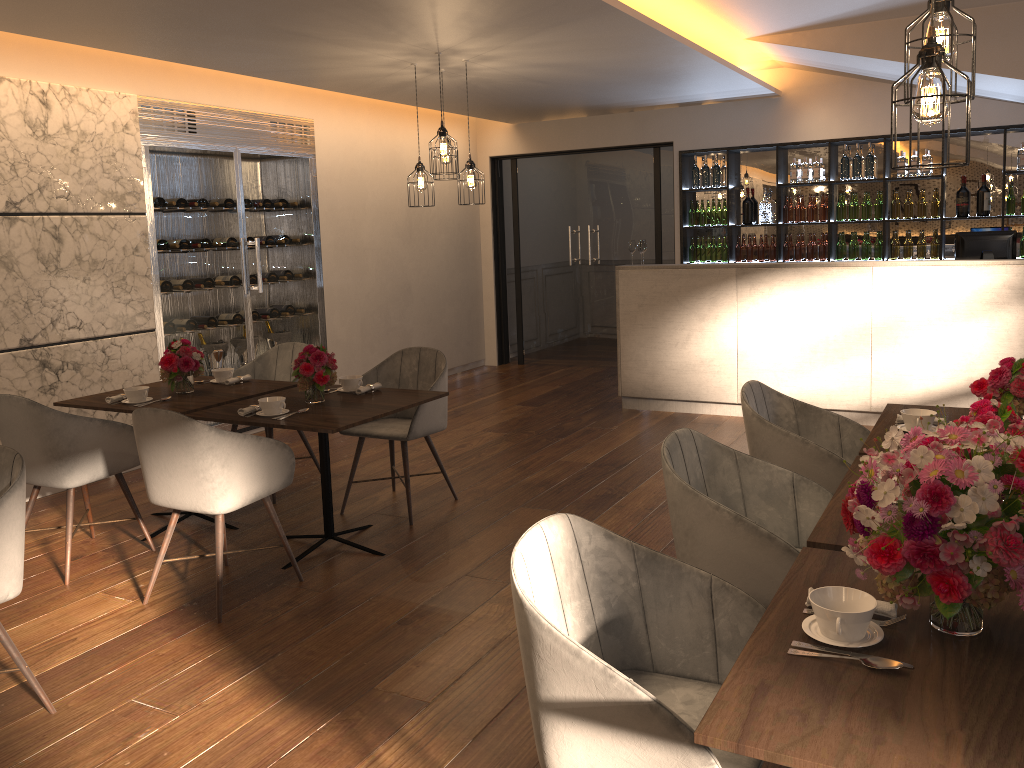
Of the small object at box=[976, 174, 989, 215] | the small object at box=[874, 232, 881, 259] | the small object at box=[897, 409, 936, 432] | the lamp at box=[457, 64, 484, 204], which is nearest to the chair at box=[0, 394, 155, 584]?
the lamp at box=[457, 64, 484, 204]

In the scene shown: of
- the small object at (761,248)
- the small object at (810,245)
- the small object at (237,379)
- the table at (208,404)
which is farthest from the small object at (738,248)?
the small object at (237,379)

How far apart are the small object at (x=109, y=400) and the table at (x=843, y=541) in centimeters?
352cm

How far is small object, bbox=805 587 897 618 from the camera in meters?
1.8 m

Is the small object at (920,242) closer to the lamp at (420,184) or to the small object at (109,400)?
the lamp at (420,184)

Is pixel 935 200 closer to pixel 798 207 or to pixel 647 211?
pixel 798 207

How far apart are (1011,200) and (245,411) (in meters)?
6.60

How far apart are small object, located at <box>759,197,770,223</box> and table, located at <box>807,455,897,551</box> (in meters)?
5.89

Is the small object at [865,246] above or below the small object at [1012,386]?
above

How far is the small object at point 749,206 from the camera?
8.5m
